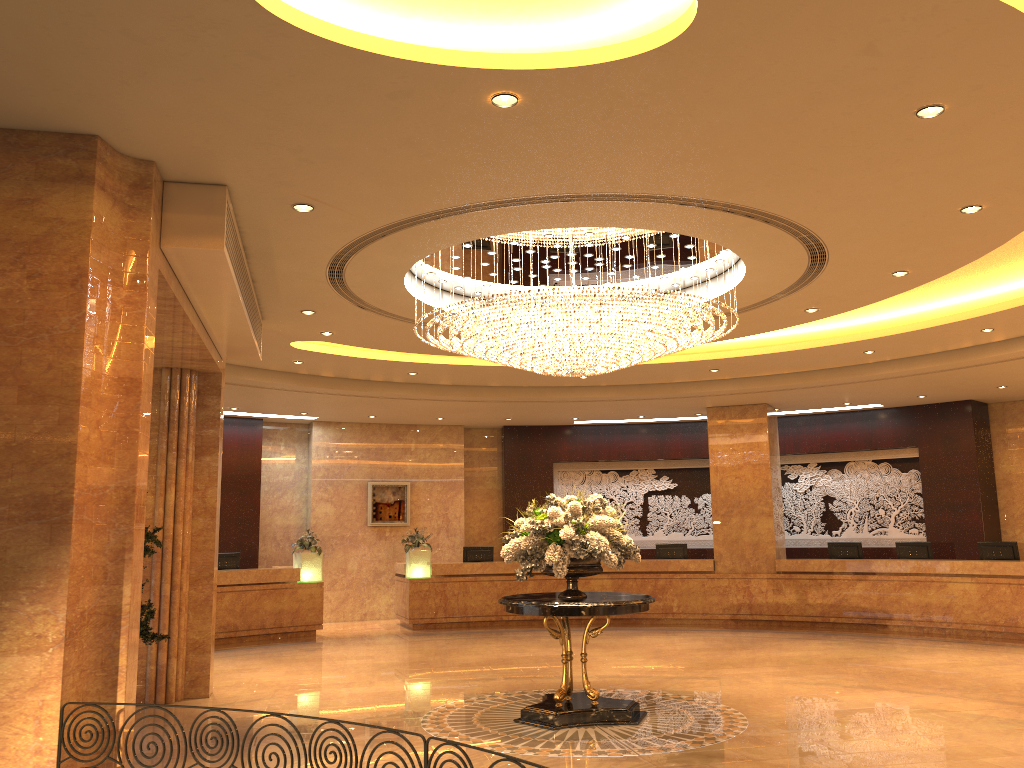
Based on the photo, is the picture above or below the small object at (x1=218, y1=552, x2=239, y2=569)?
above

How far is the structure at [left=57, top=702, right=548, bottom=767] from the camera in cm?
358

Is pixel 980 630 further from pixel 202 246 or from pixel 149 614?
pixel 202 246

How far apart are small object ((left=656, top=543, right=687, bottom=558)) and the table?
8.59m

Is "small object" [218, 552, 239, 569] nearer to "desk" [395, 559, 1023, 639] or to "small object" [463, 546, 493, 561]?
"desk" [395, 559, 1023, 639]

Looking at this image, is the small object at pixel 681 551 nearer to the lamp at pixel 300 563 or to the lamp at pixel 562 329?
the lamp at pixel 300 563

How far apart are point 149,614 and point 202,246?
3.9m

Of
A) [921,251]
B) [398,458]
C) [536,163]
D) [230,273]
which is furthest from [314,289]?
[398,458]

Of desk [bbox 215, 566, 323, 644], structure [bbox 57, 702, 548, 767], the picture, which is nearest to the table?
structure [bbox 57, 702, 548, 767]

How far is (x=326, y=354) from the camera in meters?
12.3 m
